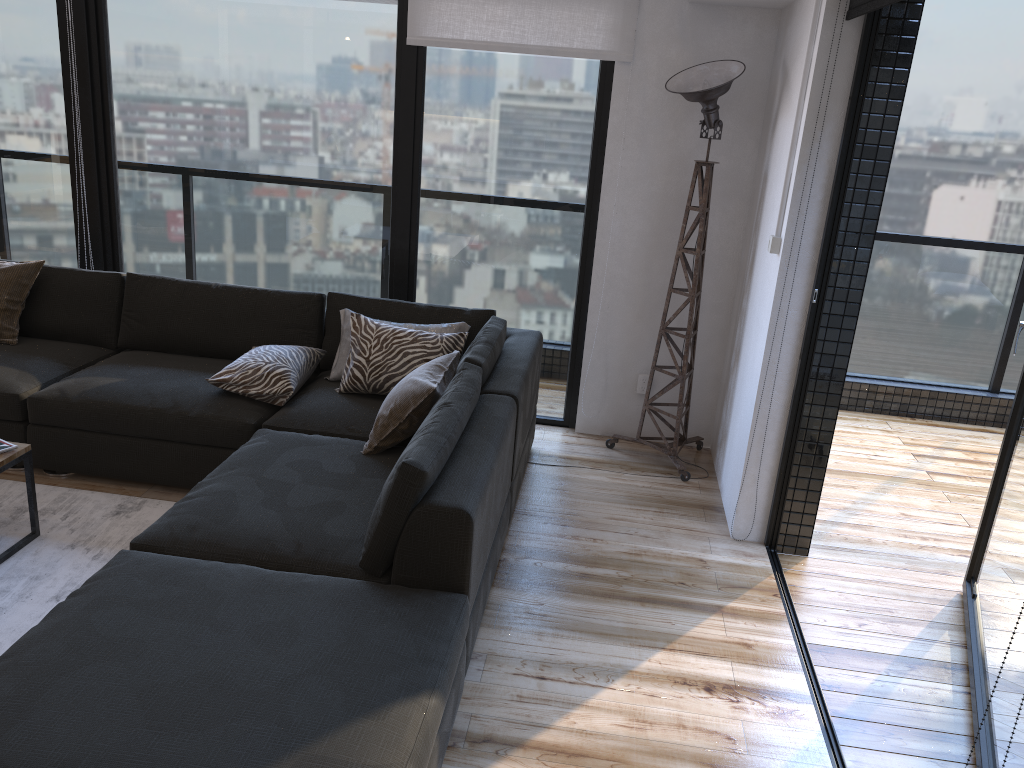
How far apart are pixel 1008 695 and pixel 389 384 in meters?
2.4 m

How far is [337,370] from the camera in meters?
3.8

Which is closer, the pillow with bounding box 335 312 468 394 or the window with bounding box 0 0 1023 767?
the pillow with bounding box 335 312 468 394

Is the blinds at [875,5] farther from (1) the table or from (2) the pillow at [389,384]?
(1) the table

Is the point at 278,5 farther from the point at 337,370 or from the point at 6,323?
the point at 6,323

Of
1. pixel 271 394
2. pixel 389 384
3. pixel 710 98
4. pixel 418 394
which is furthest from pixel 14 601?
pixel 710 98

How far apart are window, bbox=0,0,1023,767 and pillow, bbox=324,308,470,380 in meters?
0.6 m

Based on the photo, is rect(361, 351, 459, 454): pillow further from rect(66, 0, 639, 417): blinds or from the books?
rect(66, 0, 639, 417): blinds

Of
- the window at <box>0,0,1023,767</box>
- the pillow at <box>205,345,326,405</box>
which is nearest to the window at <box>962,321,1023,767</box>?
the window at <box>0,0,1023,767</box>

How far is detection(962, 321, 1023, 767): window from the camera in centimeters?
231cm
